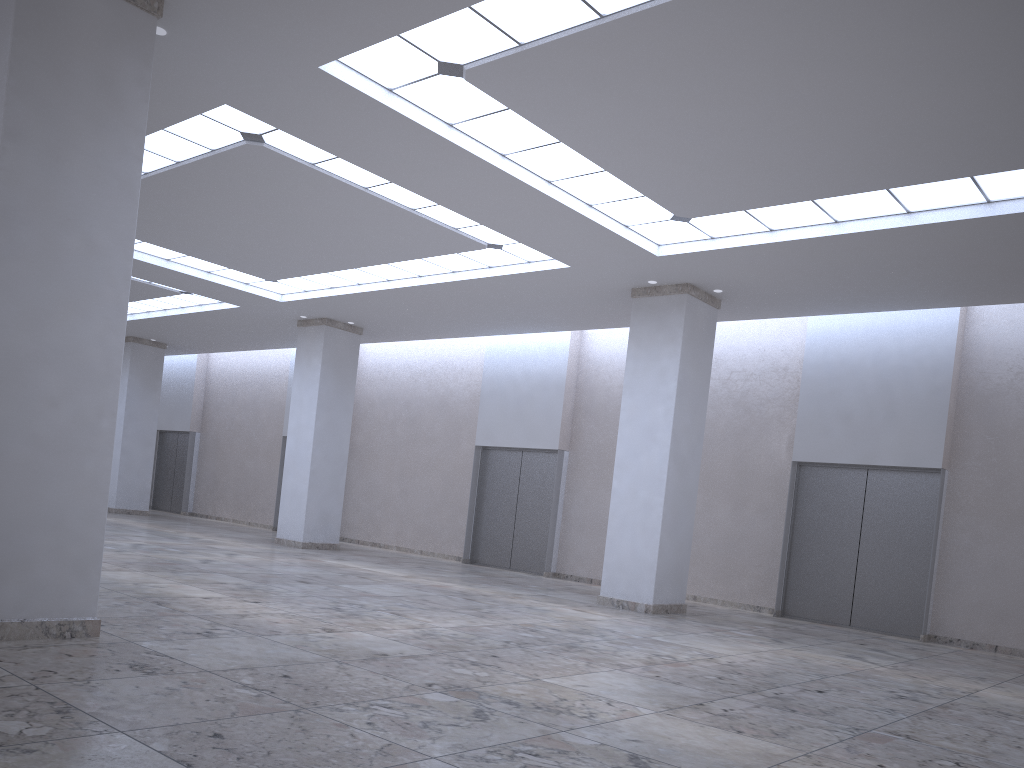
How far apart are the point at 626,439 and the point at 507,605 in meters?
11.4 m
